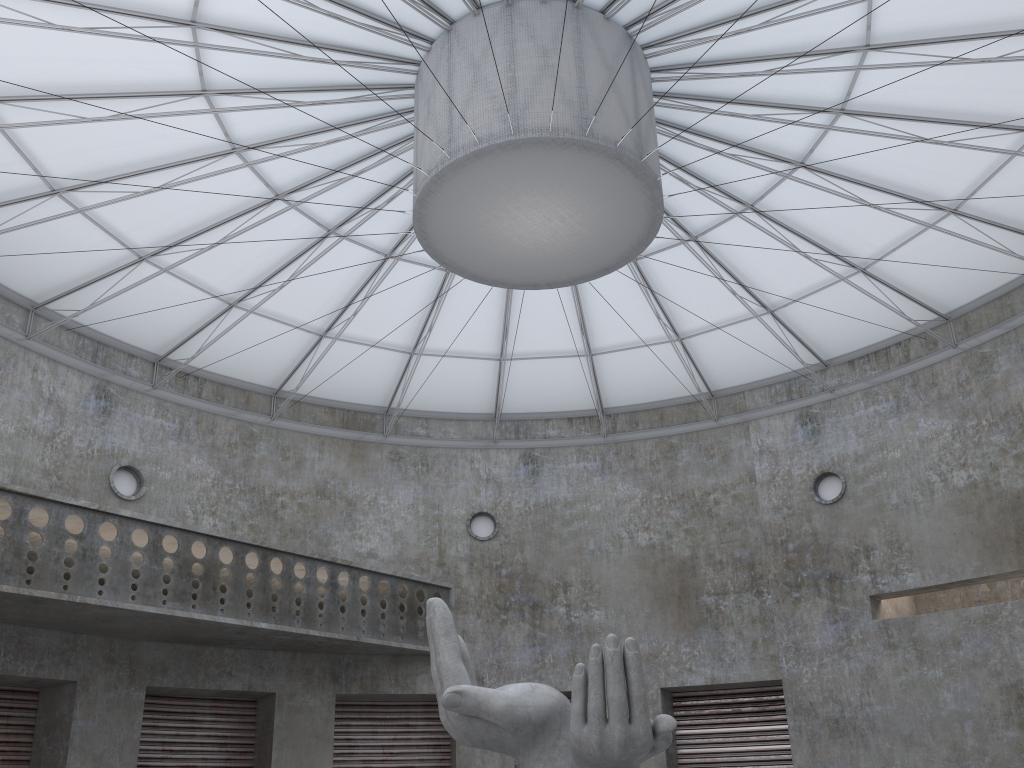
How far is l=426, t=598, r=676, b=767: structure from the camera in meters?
17.2 m

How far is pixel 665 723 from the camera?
17.2m

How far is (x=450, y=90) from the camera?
22.39m

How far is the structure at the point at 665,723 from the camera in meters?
17.2 m
